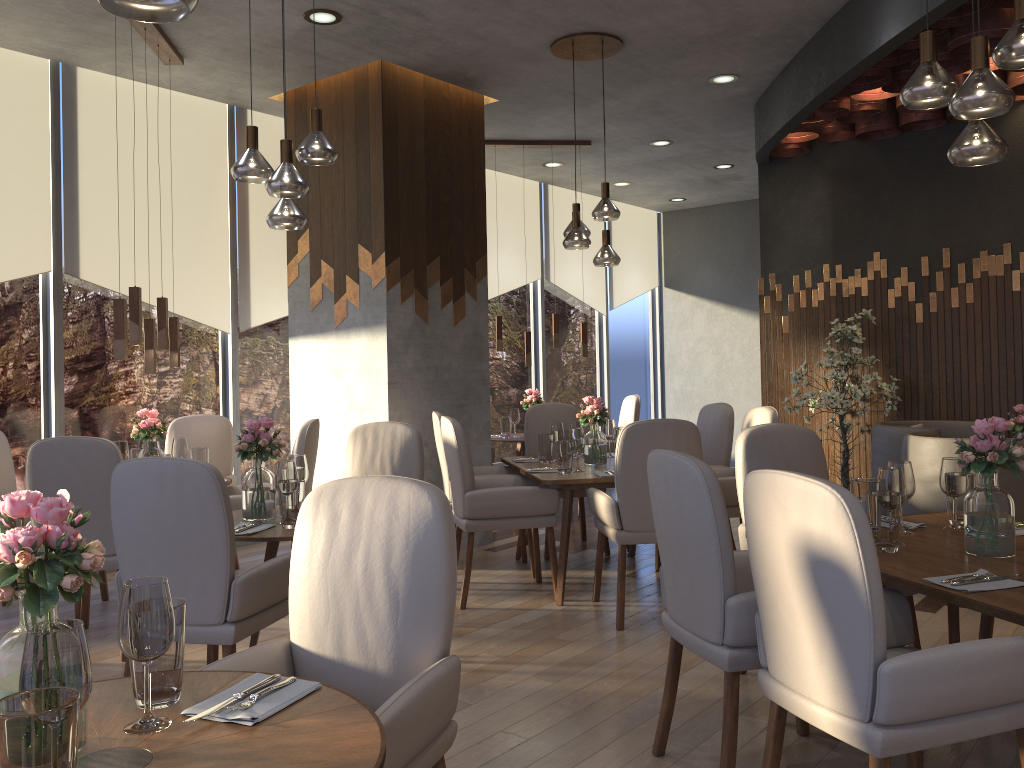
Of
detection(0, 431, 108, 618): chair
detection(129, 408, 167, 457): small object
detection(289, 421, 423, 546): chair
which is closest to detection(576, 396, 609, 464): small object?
detection(289, 421, 423, 546): chair

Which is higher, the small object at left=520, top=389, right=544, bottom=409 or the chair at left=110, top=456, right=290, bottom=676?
the small object at left=520, top=389, right=544, bottom=409

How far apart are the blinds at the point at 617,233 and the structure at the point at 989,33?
3.66m

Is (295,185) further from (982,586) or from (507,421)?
(507,421)

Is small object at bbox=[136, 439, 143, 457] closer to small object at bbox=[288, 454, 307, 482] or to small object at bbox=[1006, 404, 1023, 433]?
small object at bbox=[288, 454, 307, 482]

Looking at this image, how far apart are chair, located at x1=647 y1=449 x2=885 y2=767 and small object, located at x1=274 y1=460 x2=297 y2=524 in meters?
1.5

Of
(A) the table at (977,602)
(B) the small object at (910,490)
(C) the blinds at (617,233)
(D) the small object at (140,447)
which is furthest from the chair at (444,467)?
(C) the blinds at (617,233)

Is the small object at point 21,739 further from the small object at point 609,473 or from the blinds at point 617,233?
the blinds at point 617,233

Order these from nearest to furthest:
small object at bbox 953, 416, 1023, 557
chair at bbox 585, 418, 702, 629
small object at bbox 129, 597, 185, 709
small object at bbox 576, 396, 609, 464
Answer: small object at bbox 129, 597, 185, 709 → small object at bbox 953, 416, 1023, 557 → chair at bbox 585, 418, 702, 629 → small object at bbox 576, 396, 609, 464

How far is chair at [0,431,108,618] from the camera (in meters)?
4.71
